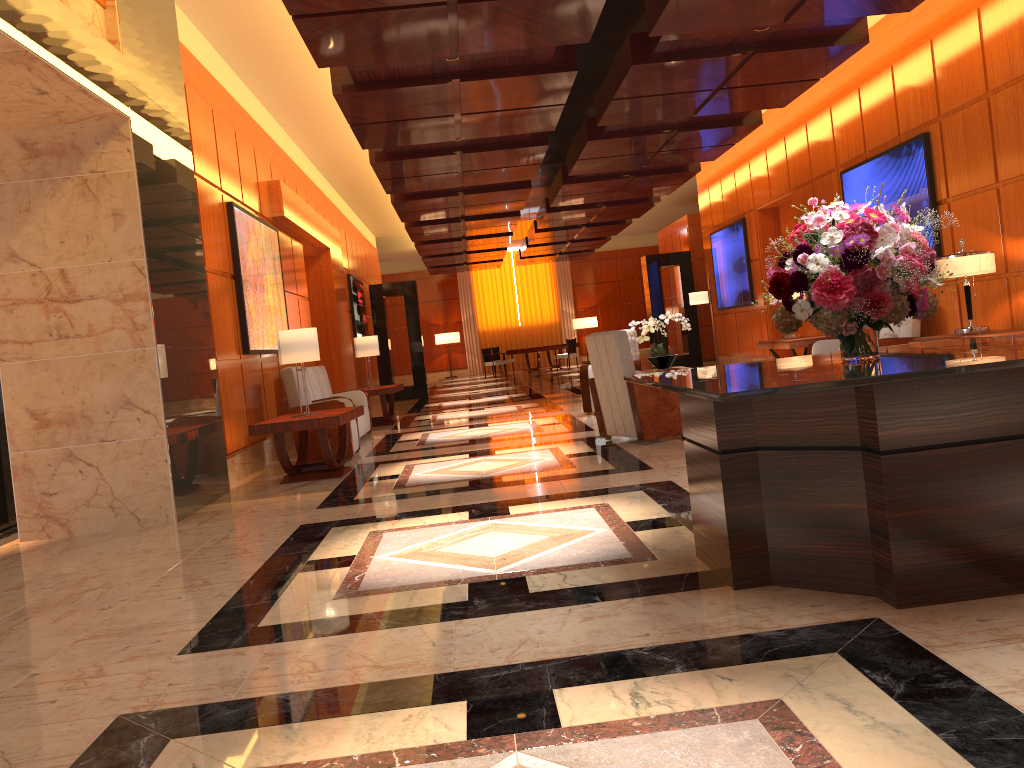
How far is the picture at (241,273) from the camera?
8.38m

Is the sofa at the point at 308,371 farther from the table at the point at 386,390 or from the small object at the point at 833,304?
the small object at the point at 833,304

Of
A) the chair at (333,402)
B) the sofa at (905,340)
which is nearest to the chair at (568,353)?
the sofa at (905,340)

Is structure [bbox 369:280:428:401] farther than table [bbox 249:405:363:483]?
Yes

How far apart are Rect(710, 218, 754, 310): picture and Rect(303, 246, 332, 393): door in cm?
693

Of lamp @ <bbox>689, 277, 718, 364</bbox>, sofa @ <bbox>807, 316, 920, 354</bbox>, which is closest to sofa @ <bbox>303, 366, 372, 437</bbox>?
sofa @ <bbox>807, 316, 920, 354</bbox>

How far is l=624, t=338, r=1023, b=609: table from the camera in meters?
2.8

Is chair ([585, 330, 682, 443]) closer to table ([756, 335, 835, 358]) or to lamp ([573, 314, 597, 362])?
table ([756, 335, 835, 358])

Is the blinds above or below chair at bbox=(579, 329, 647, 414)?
above

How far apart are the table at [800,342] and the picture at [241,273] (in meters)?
6.04
